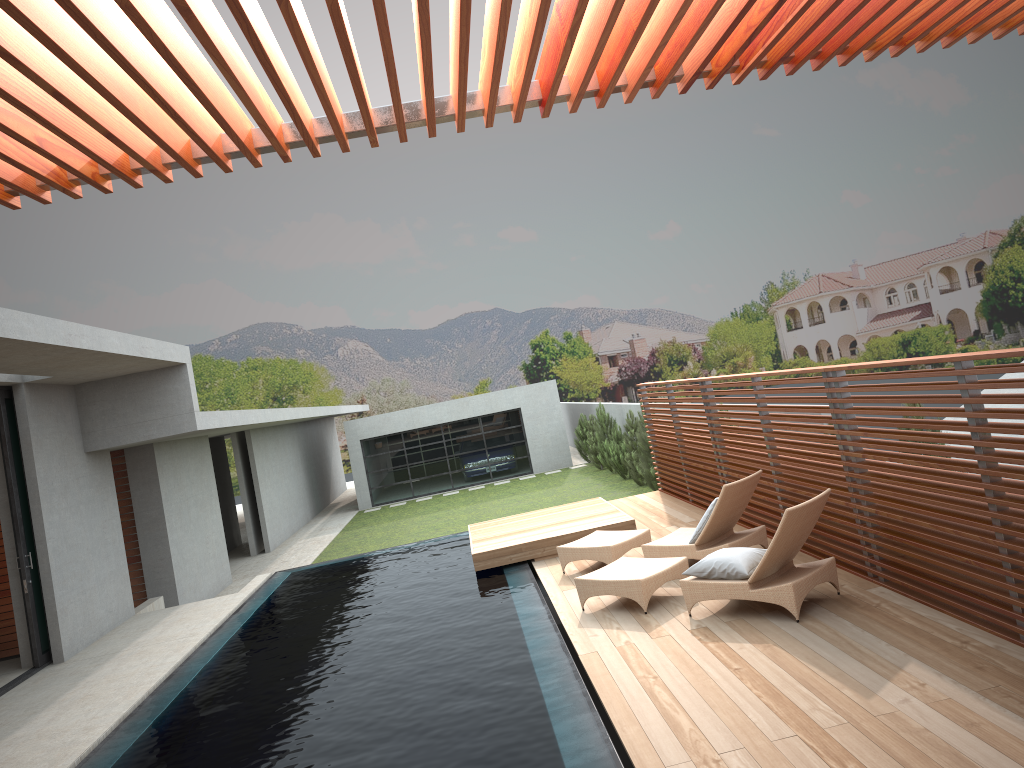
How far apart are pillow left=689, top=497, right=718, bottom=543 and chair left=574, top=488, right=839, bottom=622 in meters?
0.6 m

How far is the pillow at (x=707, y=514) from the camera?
8.5m

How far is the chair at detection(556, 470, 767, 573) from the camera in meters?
8.4

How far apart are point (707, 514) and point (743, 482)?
0.5m

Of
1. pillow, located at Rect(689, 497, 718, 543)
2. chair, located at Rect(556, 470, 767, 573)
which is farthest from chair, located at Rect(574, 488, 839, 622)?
pillow, located at Rect(689, 497, 718, 543)

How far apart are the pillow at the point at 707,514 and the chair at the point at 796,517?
0.60m

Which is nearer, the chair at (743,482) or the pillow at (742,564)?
the pillow at (742,564)

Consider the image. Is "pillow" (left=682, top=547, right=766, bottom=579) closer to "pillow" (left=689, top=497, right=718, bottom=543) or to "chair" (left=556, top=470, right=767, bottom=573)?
"chair" (left=556, top=470, right=767, bottom=573)

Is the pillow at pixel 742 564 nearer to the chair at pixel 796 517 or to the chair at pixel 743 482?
the chair at pixel 796 517

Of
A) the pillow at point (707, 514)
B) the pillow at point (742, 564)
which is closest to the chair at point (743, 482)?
the pillow at point (707, 514)
